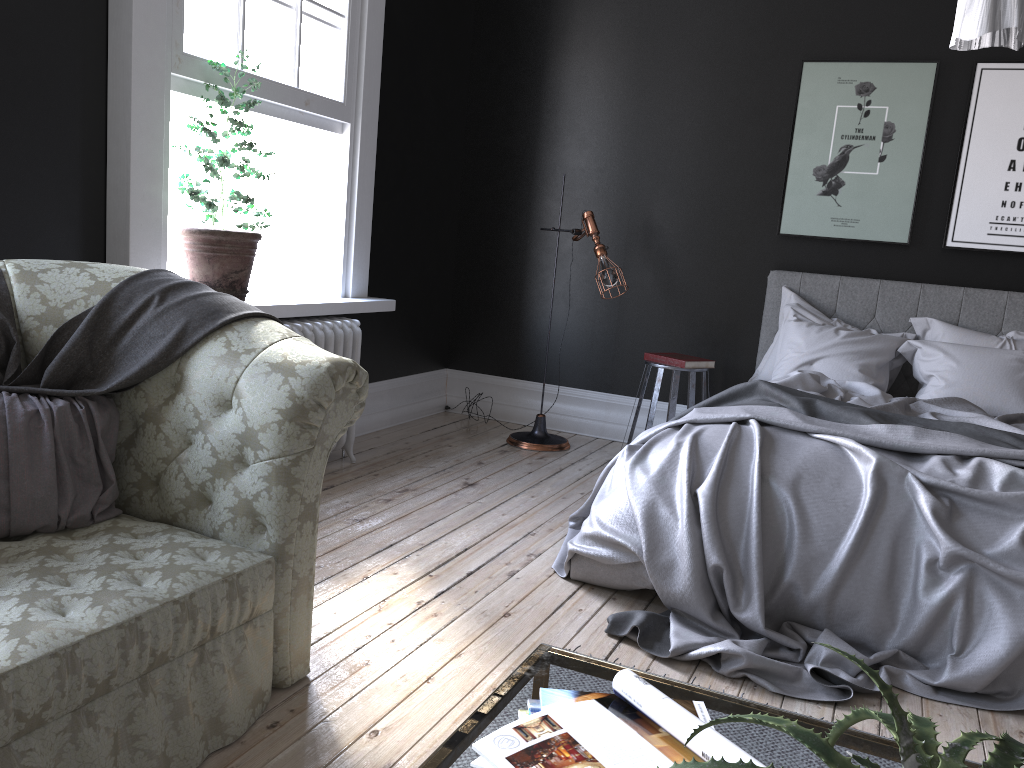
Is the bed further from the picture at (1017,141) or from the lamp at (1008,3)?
the lamp at (1008,3)

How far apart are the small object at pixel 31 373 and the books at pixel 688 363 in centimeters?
316cm

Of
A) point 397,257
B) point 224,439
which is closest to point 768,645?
point 224,439

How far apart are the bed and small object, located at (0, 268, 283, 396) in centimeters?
152cm

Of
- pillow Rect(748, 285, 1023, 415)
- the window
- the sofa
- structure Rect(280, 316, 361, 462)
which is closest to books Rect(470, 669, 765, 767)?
the sofa

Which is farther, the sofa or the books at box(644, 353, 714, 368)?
the books at box(644, 353, 714, 368)

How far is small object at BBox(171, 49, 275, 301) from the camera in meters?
4.0

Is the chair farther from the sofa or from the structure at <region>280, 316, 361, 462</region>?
the sofa

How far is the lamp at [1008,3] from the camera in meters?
2.0 m

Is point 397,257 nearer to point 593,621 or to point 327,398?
point 593,621
